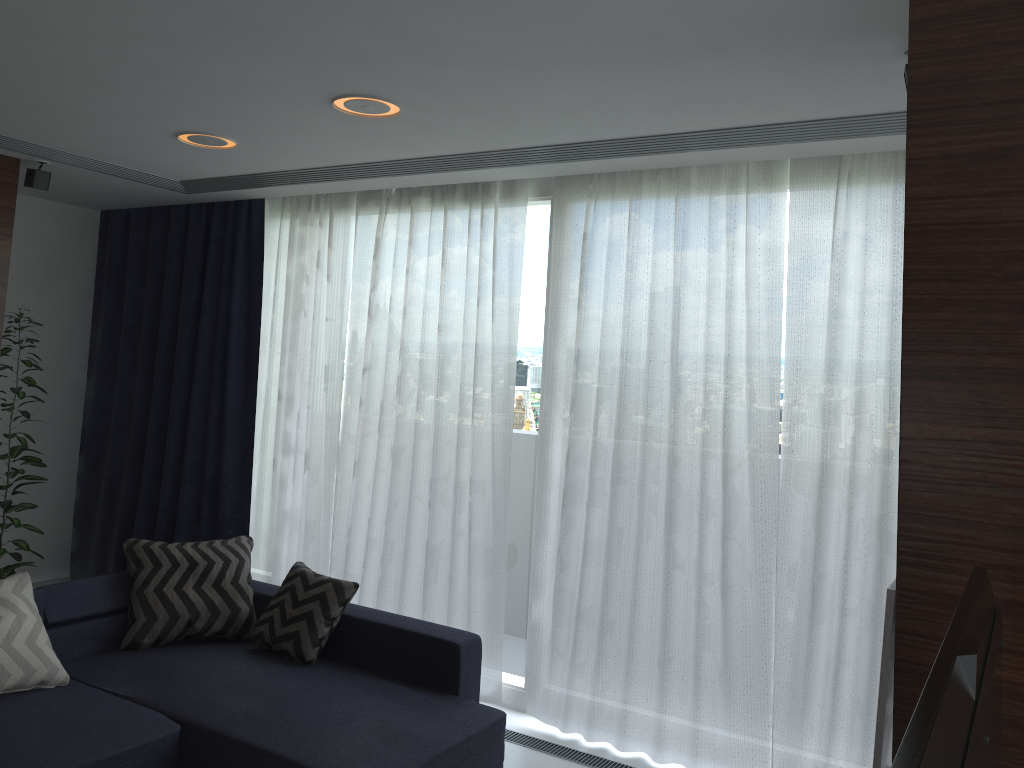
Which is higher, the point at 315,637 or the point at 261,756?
the point at 315,637

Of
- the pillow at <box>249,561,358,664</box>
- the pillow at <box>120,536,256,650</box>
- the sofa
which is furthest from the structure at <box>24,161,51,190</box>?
the pillow at <box>249,561,358,664</box>

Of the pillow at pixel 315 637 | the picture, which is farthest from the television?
the pillow at pixel 315 637

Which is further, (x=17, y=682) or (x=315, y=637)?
(x=315, y=637)

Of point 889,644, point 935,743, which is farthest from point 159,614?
point 935,743

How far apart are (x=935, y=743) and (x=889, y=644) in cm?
109

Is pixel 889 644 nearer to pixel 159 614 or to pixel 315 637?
pixel 315 637

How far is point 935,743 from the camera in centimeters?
84cm

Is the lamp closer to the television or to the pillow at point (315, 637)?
the pillow at point (315, 637)

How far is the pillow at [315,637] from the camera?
3.9m
